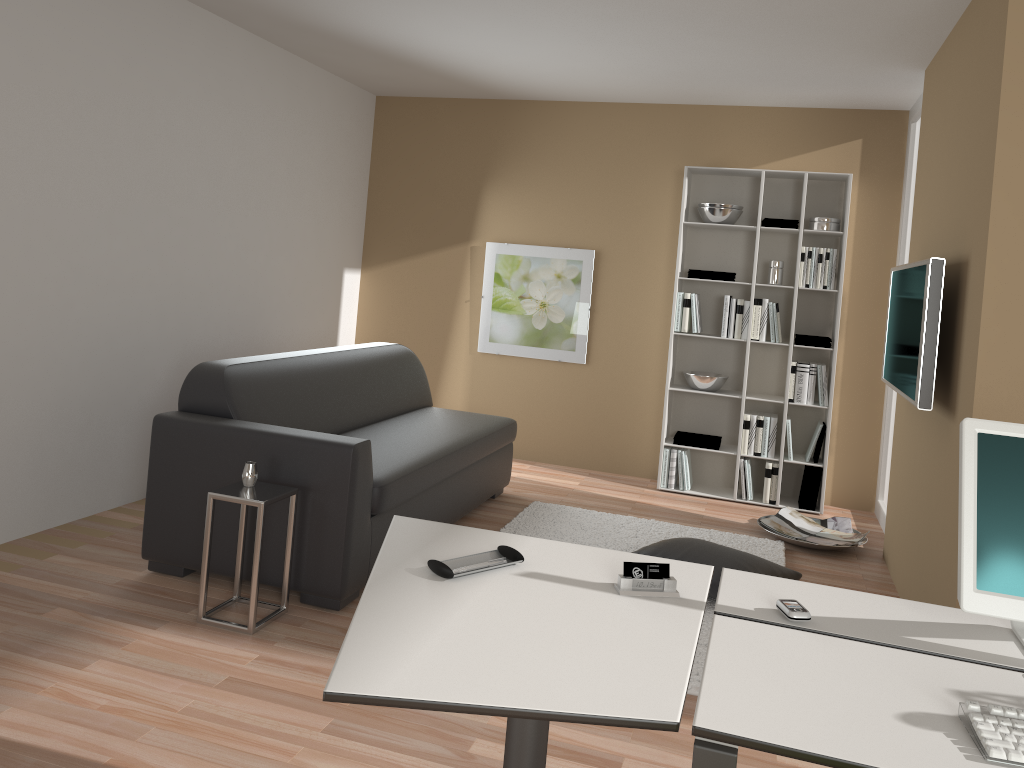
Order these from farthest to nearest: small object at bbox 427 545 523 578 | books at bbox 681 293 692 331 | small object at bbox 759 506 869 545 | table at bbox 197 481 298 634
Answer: books at bbox 681 293 692 331 → small object at bbox 759 506 869 545 → table at bbox 197 481 298 634 → small object at bbox 427 545 523 578

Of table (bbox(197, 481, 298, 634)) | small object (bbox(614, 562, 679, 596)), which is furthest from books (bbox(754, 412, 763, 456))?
small object (bbox(614, 562, 679, 596))

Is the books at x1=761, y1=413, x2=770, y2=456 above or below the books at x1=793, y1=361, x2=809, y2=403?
below

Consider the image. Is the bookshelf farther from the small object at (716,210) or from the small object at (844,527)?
the small object at (844,527)

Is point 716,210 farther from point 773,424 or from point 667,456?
point 667,456

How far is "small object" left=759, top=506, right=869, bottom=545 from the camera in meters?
5.0 m

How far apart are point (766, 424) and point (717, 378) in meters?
0.4

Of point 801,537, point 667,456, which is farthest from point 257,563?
point 667,456

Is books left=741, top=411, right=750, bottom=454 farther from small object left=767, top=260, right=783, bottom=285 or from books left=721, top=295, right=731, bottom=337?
small object left=767, top=260, right=783, bottom=285

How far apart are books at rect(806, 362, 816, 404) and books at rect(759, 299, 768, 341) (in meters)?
0.36
